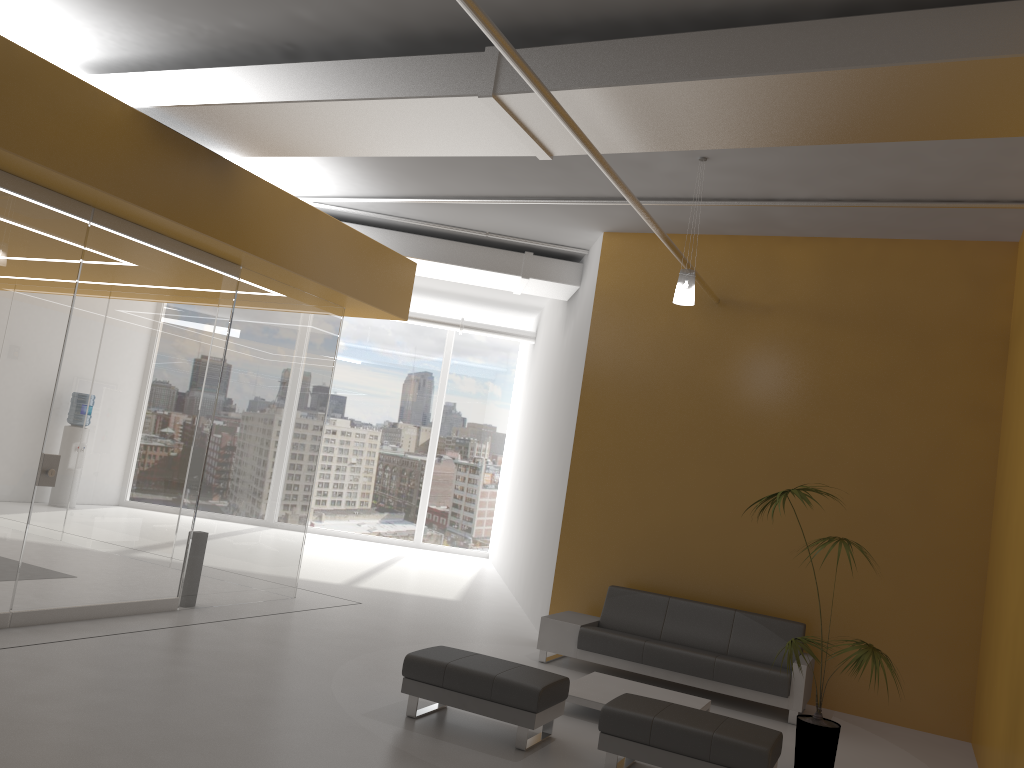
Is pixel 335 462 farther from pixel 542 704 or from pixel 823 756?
pixel 823 756

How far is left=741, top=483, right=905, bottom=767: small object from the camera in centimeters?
583cm

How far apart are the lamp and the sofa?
3.04m

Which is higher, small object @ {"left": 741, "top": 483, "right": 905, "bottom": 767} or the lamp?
the lamp

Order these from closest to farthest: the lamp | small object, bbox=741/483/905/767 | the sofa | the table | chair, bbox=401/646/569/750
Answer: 1. chair, bbox=401/646/569/750
2. small object, bbox=741/483/905/767
3. the table
4. the lamp
5. the sofa

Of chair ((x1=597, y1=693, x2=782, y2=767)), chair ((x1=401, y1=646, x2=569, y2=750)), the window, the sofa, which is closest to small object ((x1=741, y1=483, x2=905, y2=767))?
chair ((x1=597, y1=693, x2=782, y2=767))

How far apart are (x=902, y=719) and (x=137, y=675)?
6.42m

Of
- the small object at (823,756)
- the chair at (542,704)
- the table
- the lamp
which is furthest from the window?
the small object at (823,756)

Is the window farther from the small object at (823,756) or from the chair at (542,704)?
the small object at (823,756)

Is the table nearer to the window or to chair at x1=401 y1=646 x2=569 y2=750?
chair at x1=401 y1=646 x2=569 y2=750
